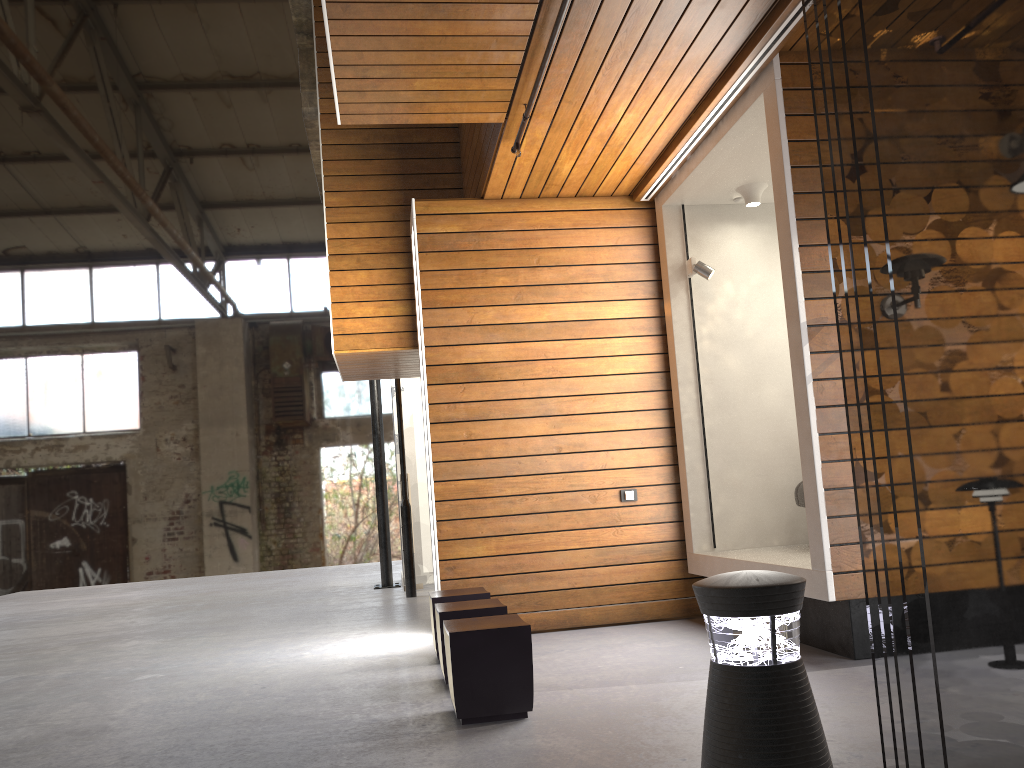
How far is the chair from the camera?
5.76m

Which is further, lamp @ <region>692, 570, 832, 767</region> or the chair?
the chair

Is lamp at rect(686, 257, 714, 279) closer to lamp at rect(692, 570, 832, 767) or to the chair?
the chair

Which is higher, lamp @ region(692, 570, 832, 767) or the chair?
the chair

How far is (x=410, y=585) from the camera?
9.2 meters

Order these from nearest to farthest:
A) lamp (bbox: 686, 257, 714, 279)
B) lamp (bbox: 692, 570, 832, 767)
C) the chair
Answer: lamp (bbox: 692, 570, 832, 767)
the chair
lamp (bbox: 686, 257, 714, 279)

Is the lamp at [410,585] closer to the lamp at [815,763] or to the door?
the door

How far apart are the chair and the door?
A: 5.08m

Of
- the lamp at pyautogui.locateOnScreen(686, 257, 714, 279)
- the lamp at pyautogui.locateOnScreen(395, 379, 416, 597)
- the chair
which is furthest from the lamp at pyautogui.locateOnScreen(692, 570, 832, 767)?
the lamp at pyautogui.locateOnScreen(395, 379, 416, 597)

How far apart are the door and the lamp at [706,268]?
4.7m
